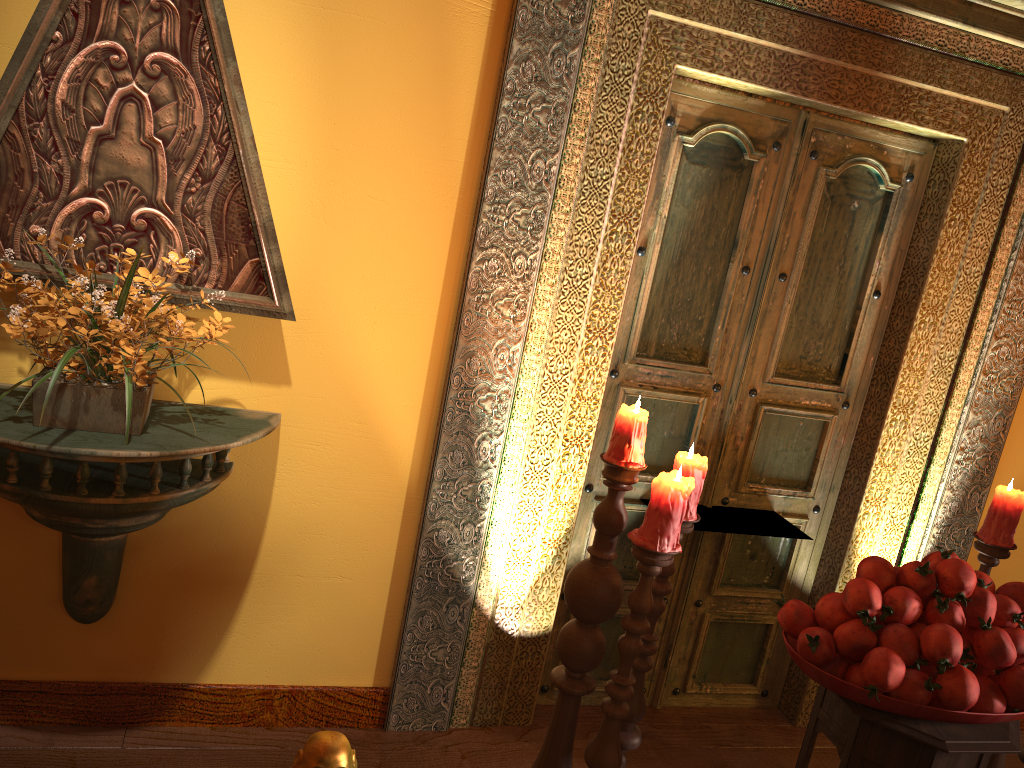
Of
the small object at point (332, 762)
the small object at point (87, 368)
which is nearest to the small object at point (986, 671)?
the small object at point (332, 762)

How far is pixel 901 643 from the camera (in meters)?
1.75

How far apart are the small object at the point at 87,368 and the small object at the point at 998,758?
2.3m

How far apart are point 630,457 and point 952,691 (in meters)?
0.75

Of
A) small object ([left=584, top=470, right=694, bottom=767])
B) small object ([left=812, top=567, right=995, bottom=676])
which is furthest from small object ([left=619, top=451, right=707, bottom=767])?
small object ([left=812, top=567, right=995, bottom=676])

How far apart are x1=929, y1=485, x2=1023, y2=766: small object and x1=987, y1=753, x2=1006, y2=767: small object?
0.5 meters

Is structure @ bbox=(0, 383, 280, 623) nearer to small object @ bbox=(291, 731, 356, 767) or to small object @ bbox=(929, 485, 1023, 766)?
small object @ bbox=(291, 731, 356, 767)

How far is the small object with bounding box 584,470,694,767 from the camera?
1.80m

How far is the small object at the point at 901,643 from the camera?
1.75m

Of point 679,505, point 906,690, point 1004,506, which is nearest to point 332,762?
A: point 679,505
